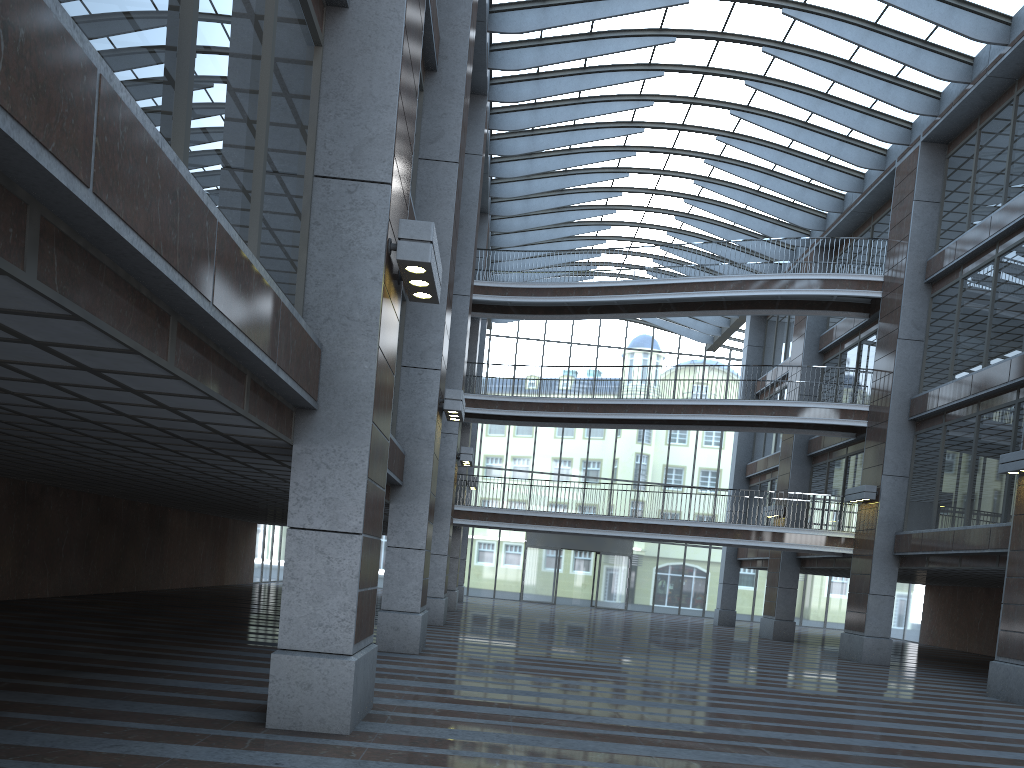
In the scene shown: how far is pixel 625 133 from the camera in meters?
28.4
